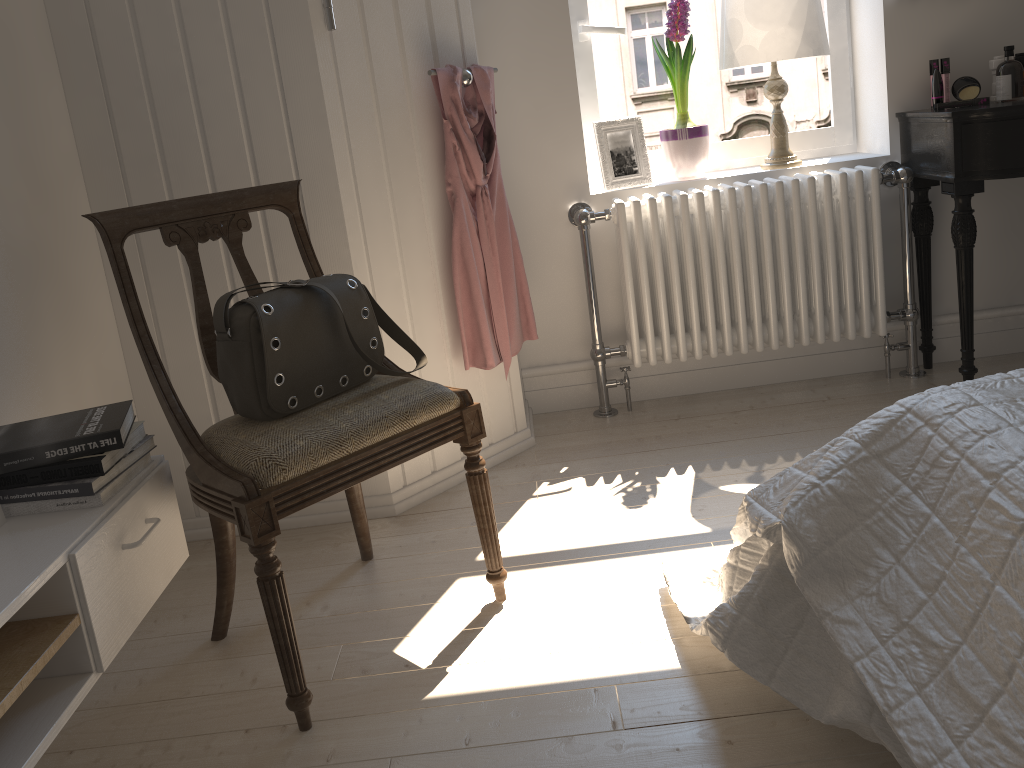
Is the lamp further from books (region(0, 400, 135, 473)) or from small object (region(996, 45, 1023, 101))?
books (region(0, 400, 135, 473))

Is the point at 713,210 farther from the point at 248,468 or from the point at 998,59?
the point at 248,468

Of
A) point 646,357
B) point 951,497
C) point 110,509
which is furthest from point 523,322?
point 951,497

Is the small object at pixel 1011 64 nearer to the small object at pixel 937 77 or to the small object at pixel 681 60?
the small object at pixel 937 77

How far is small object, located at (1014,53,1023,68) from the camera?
2.6m

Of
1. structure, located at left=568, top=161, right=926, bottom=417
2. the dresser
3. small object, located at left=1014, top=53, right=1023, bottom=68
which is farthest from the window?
the dresser

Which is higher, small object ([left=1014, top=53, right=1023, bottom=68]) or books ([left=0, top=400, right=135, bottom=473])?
small object ([left=1014, top=53, right=1023, bottom=68])

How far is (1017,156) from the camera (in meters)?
2.32

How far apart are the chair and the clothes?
0.5 meters

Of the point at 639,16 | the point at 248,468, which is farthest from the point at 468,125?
the point at 248,468
